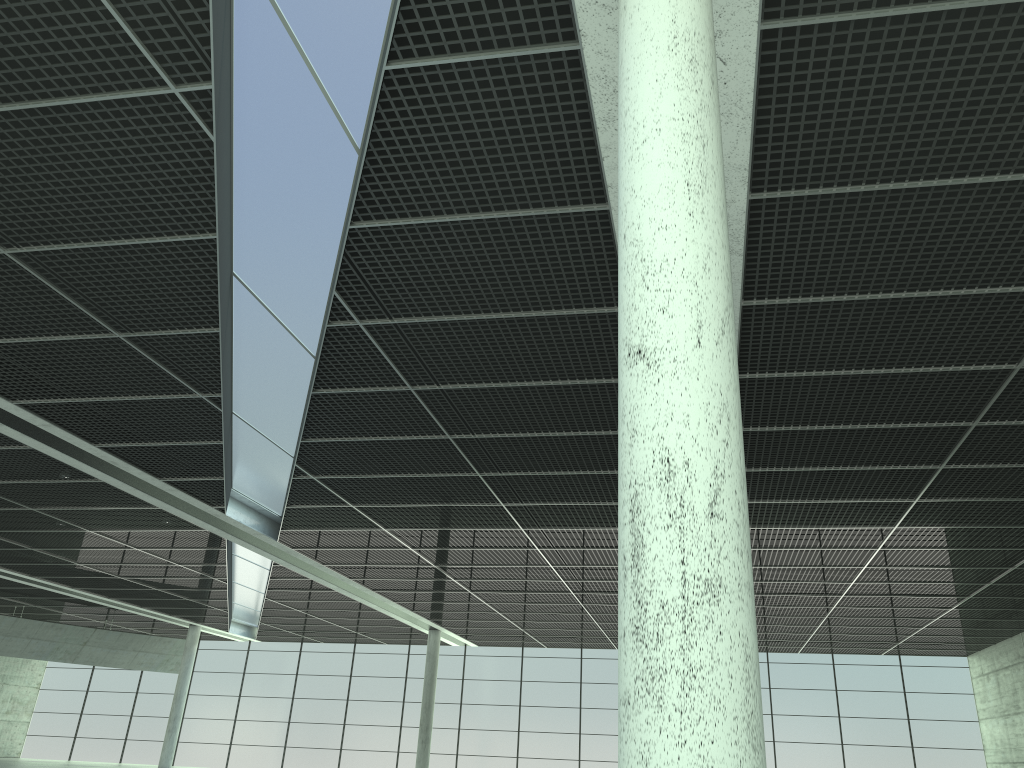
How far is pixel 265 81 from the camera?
18.0m

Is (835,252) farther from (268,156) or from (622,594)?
(622,594)
